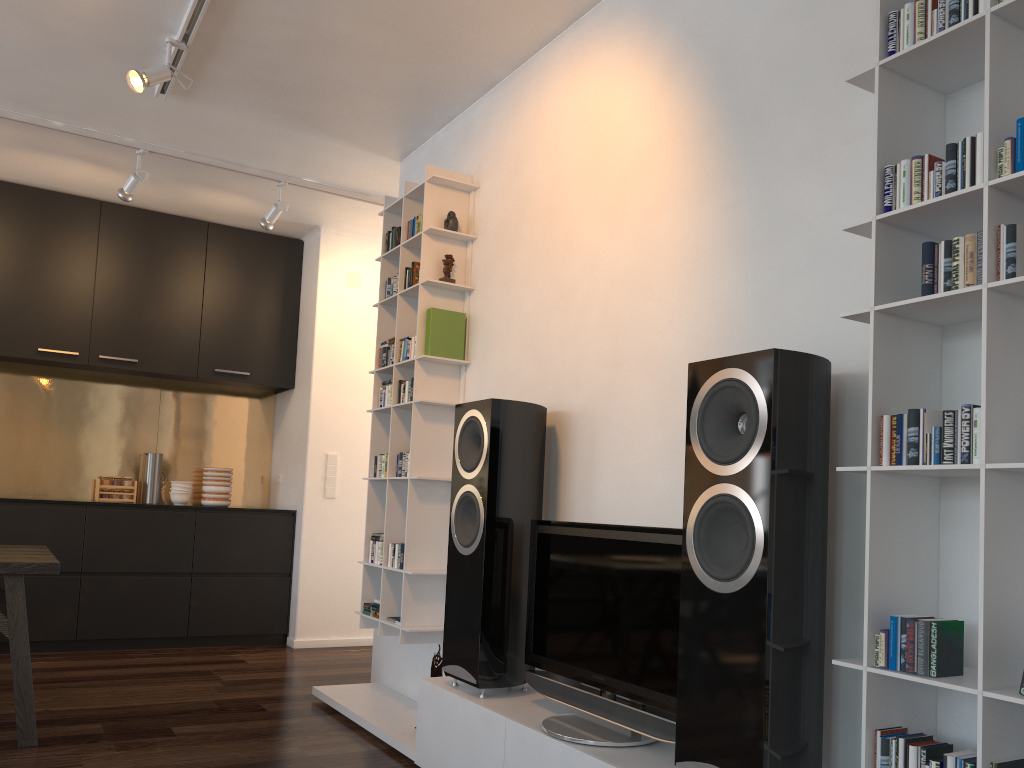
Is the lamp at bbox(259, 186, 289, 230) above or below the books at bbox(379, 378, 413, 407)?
above

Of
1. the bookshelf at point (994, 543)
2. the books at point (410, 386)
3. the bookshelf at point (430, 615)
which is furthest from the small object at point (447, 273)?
the bookshelf at point (994, 543)

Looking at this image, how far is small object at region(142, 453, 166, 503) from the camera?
5.91m

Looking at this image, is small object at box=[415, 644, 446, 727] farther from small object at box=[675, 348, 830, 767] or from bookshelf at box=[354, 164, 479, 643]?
small object at box=[675, 348, 830, 767]

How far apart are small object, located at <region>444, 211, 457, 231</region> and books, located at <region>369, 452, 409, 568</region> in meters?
1.0

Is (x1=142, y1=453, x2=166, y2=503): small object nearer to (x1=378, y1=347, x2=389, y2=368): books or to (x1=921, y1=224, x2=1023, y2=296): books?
(x1=378, y1=347, x2=389, y2=368): books

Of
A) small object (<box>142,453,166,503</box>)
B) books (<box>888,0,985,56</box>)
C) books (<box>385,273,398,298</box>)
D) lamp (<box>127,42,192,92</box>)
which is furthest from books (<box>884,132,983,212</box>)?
small object (<box>142,453,166,503</box>)

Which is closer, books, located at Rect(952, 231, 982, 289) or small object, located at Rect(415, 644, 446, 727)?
books, located at Rect(952, 231, 982, 289)

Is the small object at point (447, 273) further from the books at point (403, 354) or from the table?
the table

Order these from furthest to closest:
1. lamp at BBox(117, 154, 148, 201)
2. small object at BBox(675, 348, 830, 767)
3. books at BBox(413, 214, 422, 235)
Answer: lamp at BBox(117, 154, 148, 201)
books at BBox(413, 214, 422, 235)
small object at BBox(675, 348, 830, 767)
